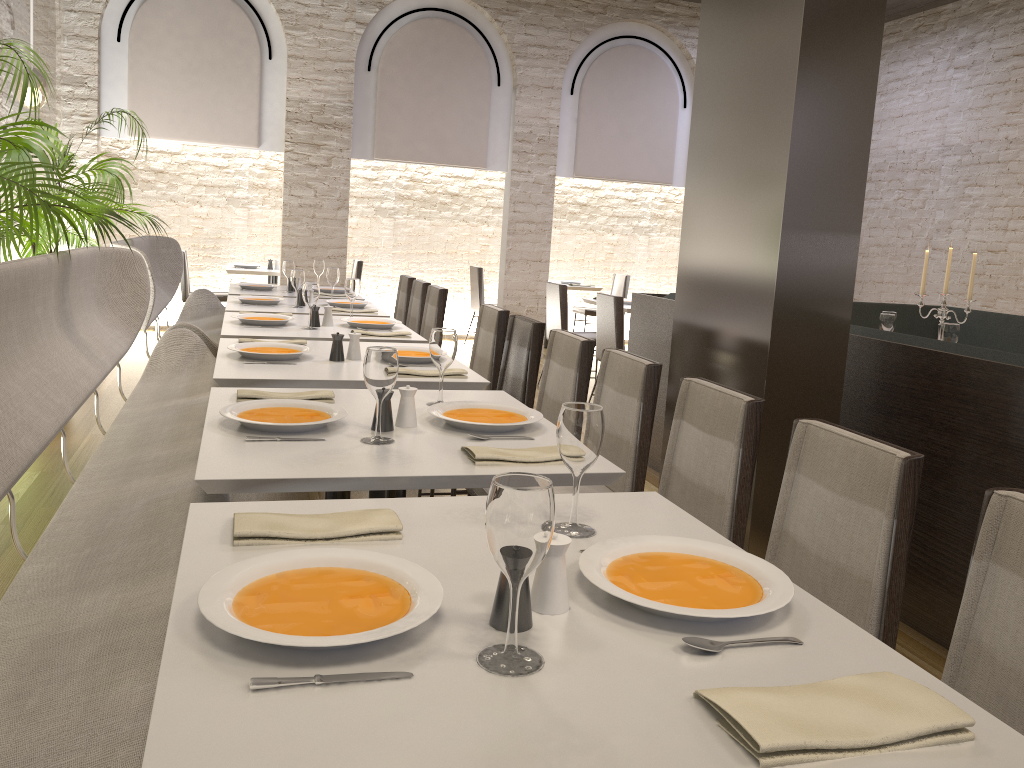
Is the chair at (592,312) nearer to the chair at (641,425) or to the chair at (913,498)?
the chair at (641,425)

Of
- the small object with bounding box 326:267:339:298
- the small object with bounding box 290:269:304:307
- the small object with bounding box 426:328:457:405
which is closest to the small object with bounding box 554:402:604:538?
the small object with bounding box 426:328:457:405

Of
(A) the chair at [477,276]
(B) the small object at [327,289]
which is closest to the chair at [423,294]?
(B) the small object at [327,289]

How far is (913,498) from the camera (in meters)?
1.75

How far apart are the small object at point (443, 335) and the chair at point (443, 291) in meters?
3.2 m

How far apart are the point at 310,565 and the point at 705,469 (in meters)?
1.37

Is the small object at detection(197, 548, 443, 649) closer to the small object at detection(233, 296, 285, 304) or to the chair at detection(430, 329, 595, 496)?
the chair at detection(430, 329, 595, 496)

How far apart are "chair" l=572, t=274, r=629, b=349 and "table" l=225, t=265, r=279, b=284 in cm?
346

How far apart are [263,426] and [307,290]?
2.2m

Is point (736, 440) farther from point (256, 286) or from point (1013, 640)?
point (256, 286)
